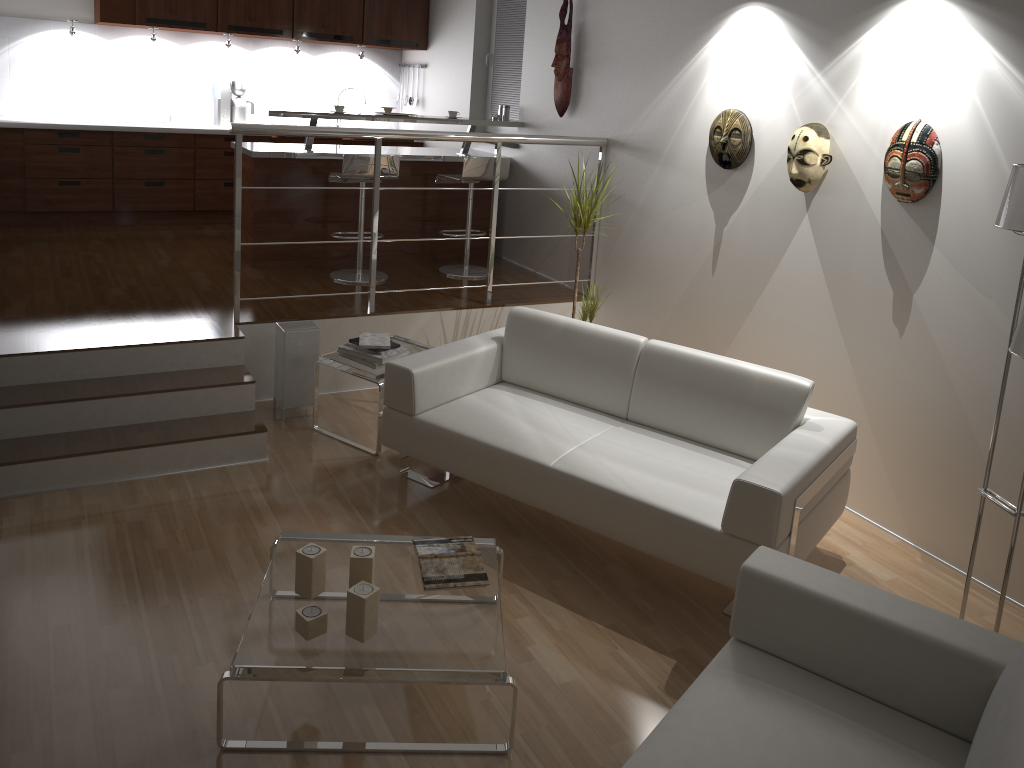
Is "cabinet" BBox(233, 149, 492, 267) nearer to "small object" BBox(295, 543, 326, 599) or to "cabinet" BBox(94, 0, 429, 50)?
"cabinet" BBox(94, 0, 429, 50)

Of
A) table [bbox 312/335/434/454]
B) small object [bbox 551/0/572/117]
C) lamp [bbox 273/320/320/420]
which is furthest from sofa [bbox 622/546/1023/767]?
small object [bbox 551/0/572/117]

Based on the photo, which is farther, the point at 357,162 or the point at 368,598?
the point at 357,162

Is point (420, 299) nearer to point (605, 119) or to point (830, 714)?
point (605, 119)

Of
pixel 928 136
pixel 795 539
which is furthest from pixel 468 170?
pixel 795 539

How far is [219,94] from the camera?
7.35m

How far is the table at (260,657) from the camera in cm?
246

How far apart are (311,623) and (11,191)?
5.5 meters

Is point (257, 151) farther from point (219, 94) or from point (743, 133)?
point (743, 133)

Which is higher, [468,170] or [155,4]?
[155,4]
